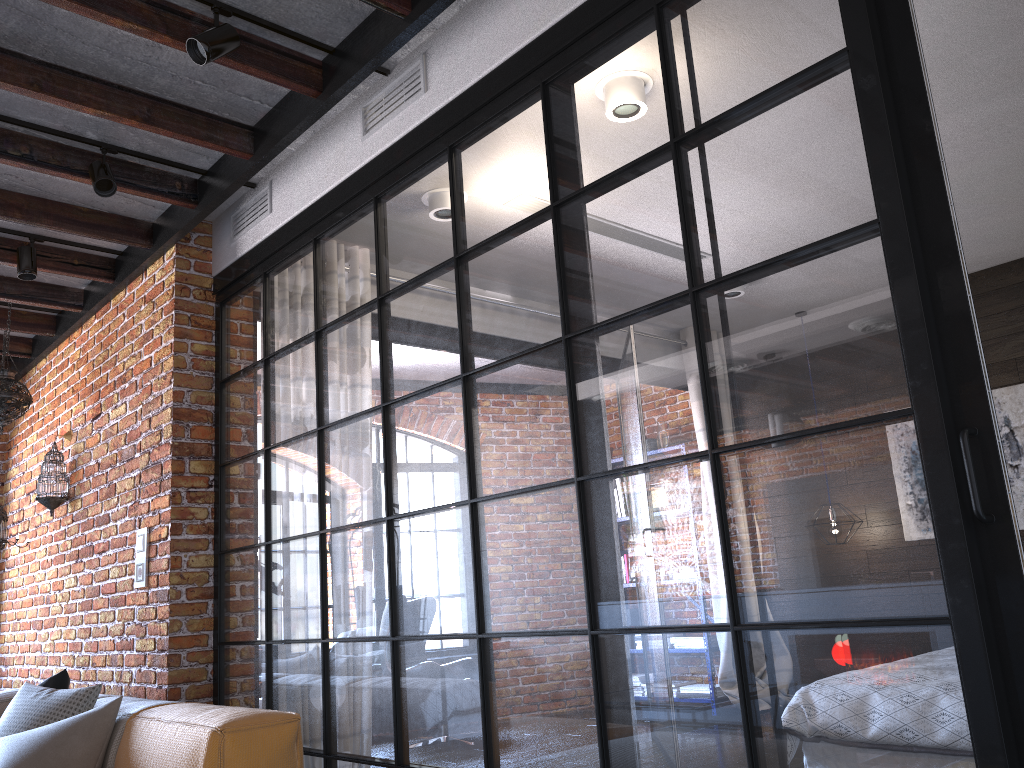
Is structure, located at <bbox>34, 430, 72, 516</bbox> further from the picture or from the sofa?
the picture

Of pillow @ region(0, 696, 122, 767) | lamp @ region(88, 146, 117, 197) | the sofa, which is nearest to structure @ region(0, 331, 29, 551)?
the sofa

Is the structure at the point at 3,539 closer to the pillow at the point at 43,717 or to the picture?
the pillow at the point at 43,717

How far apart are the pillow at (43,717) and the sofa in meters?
0.1

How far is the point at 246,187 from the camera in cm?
386

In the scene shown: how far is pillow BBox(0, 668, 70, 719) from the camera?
3.44m

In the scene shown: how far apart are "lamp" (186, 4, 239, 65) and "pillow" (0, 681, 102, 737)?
2.2m

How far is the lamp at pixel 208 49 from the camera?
2.6m

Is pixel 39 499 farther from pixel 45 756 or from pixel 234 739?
pixel 234 739

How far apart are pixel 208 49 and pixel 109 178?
1.0 meters
